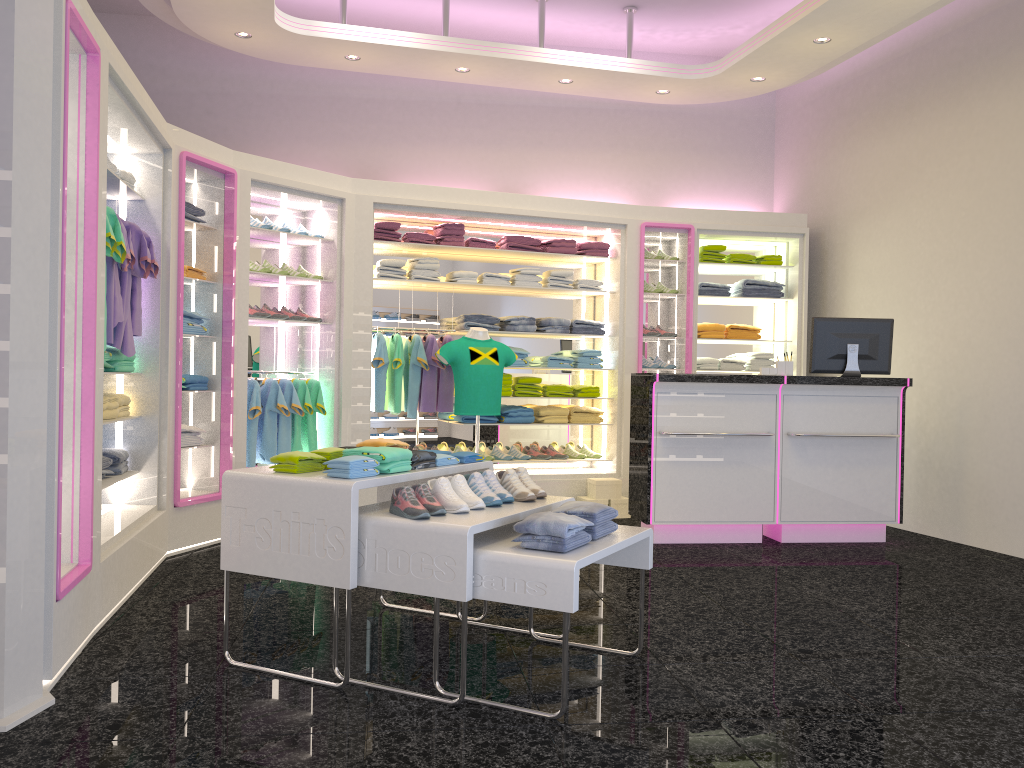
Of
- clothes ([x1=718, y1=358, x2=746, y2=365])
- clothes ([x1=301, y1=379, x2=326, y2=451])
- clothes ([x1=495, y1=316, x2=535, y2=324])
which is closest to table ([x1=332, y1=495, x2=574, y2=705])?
clothes ([x1=301, y1=379, x2=326, y2=451])

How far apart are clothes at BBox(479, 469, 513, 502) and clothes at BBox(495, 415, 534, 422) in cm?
377

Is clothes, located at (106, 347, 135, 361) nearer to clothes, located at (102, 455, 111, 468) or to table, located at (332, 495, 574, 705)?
clothes, located at (102, 455, 111, 468)

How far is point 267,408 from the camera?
6.6 meters

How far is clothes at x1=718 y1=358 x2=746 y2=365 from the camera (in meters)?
8.25

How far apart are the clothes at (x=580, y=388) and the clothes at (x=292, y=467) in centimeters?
448cm

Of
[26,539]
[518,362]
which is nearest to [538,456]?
[518,362]

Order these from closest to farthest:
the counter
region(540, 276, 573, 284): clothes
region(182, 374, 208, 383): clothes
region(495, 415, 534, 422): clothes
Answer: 1. region(182, 374, 208, 383): clothes
2. the counter
3. region(495, 415, 534, 422): clothes
4. region(540, 276, 573, 284): clothes

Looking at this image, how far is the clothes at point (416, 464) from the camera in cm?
374

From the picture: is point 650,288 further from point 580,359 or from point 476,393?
point 476,393
